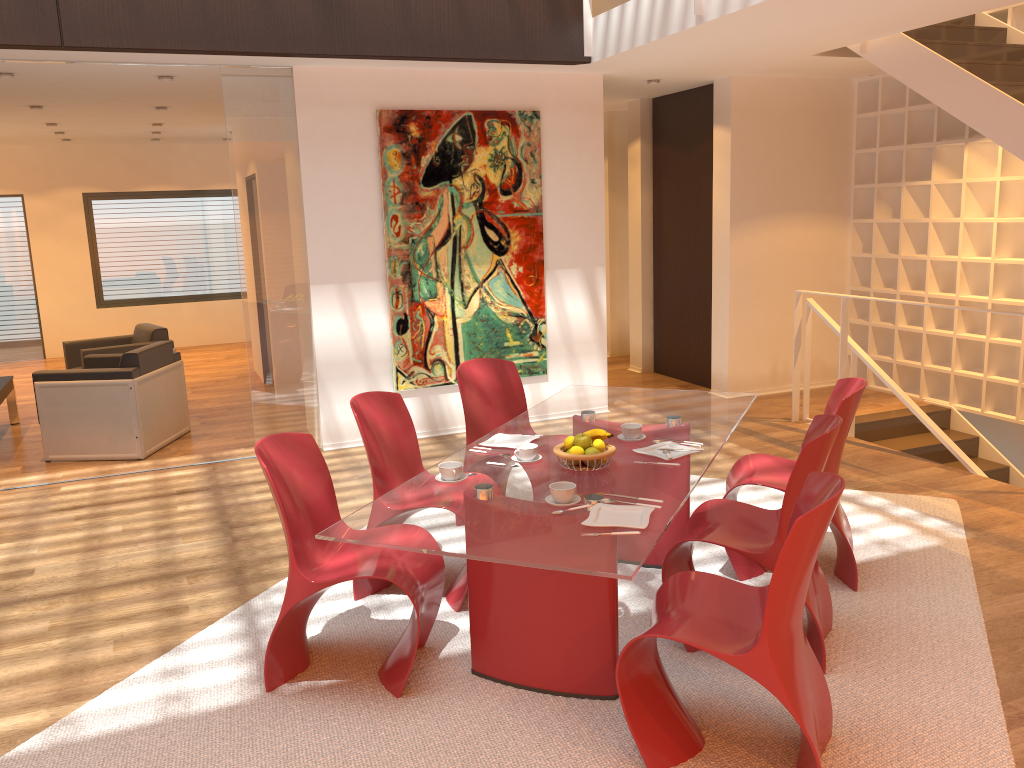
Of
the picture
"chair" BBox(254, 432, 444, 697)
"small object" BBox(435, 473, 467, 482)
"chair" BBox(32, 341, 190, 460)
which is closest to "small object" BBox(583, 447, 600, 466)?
"small object" BBox(435, 473, 467, 482)

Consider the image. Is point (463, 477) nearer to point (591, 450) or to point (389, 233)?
point (591, 450)

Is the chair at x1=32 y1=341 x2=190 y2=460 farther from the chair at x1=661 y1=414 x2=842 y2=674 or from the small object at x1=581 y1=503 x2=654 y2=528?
the small object at x1=581 y1=503 x2=654 y2=528

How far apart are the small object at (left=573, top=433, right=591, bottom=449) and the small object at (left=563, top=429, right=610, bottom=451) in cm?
7

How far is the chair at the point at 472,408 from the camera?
4.6 meters

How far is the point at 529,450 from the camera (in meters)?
3.38

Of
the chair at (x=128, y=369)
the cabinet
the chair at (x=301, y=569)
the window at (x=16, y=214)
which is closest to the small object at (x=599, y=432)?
the chair at (x=301, y=569)

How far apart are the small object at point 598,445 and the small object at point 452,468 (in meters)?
0.51

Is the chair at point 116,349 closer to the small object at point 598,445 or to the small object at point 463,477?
the small object at point 463,477

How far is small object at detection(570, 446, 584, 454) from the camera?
3.2m
